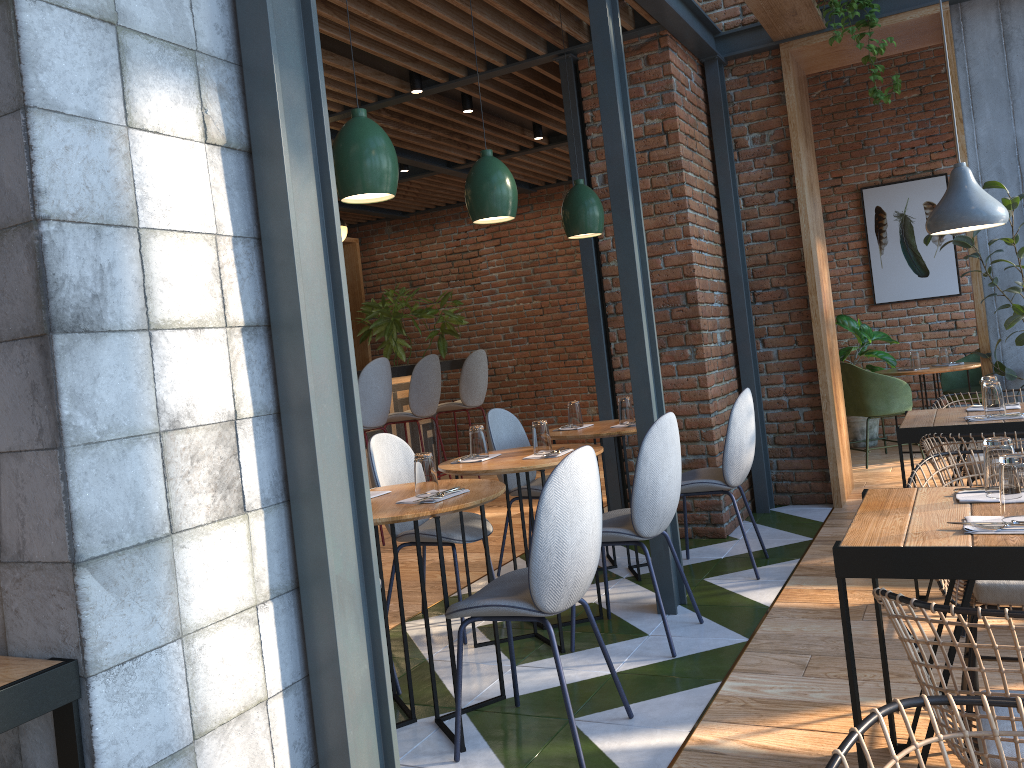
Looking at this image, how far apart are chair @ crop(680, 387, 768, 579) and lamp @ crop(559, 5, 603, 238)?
1.1m

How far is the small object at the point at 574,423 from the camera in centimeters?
469cm

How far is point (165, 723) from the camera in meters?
1.6

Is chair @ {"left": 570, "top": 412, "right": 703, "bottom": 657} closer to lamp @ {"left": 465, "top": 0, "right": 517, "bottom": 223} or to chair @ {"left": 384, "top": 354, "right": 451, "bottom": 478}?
lamp @ {"left": 465, "top": 0, "right": 517, "bottom": 223}

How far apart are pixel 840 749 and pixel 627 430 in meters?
3.3 m

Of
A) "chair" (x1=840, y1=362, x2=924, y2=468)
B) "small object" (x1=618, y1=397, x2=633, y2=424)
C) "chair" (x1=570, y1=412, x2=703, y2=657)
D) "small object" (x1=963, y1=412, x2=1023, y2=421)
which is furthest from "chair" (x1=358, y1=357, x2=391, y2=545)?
"small object" (x1=963, y1=412, x2=1023, y2=421)

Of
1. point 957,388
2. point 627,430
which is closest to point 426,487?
point 627,430

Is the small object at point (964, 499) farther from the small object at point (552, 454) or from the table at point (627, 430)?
the table at point (627, 430)

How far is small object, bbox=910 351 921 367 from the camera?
7.1m

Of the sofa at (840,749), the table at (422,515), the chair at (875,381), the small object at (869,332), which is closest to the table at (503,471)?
the table at (422,515)
